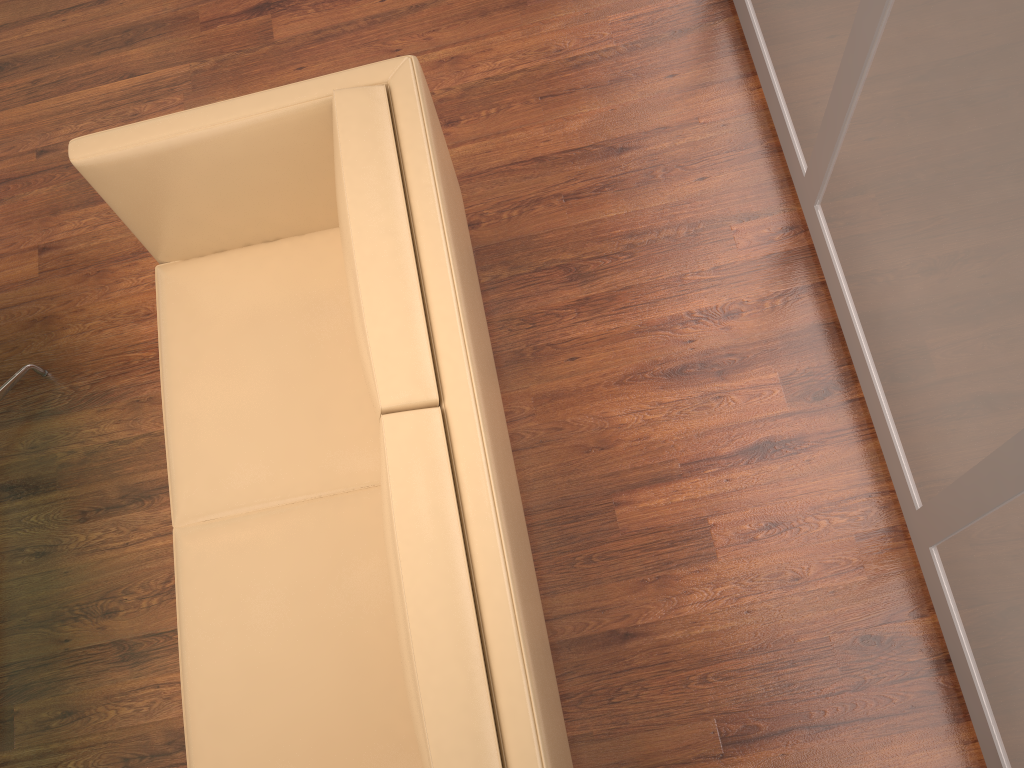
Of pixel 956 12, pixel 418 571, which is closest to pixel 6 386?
pixel 418 571

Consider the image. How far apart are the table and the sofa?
0.7m

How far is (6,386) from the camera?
2.8 meters

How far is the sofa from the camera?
1.63m

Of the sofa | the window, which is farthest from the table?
the window

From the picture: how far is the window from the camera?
1.6m

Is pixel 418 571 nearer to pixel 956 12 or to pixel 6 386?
pixel 956 12

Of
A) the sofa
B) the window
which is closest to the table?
the sofa

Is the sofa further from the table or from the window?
the window

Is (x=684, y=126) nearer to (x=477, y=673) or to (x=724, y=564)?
(x=724, y=564)
